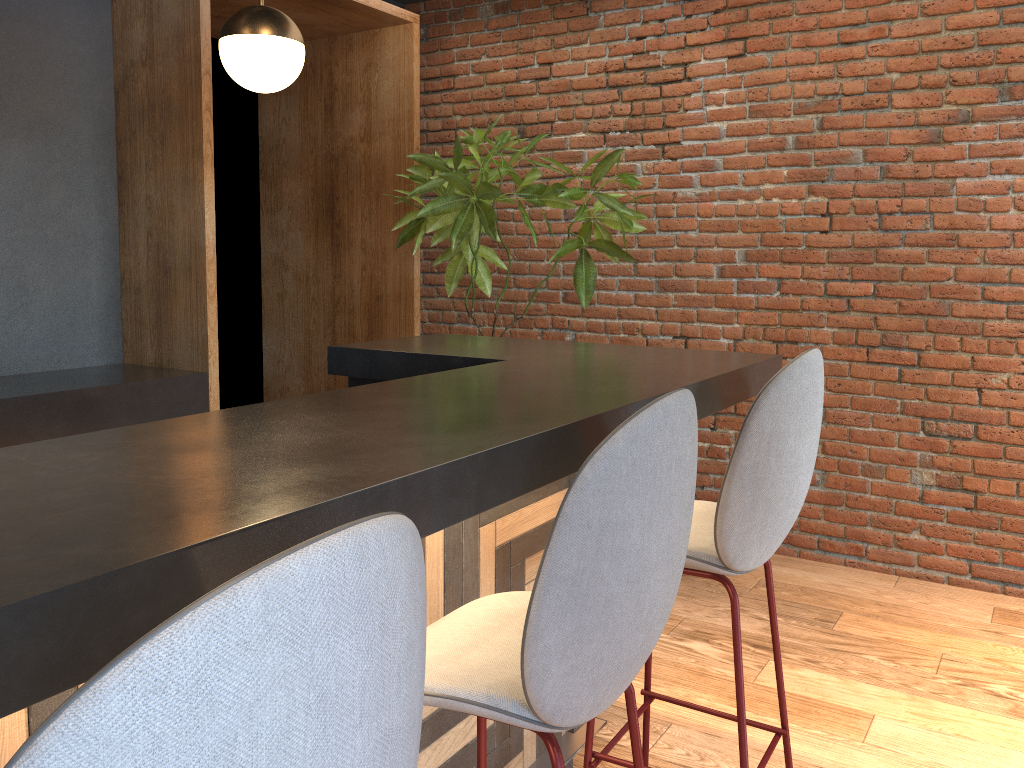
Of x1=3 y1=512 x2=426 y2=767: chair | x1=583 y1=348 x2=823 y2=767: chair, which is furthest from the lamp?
Answer: x1=3 y1=512 x2=426 y2=767: chair

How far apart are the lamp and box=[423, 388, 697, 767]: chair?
1.9 meters

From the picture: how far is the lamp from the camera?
2.7 meters

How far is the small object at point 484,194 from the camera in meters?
3.8 m

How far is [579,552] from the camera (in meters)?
1.13

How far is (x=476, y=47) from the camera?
4.9m

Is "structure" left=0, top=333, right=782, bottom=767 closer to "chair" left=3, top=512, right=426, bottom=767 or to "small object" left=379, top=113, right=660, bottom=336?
"chair" left=3, top=512, right=426, bottom=767

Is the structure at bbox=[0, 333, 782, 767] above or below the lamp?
below

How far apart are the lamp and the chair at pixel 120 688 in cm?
243

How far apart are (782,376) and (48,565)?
1.4 meters
